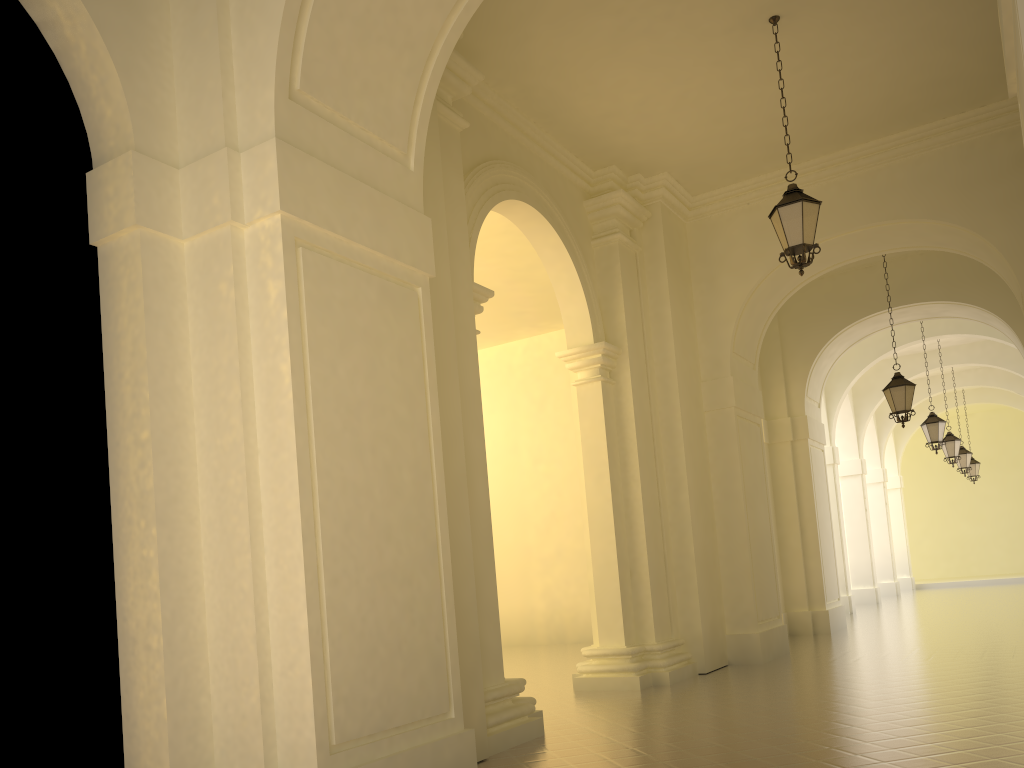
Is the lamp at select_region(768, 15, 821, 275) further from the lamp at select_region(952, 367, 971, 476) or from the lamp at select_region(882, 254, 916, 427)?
the lamp at select_region(952, 367, 971, 476)

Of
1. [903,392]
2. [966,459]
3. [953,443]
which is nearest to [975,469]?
[966,459]

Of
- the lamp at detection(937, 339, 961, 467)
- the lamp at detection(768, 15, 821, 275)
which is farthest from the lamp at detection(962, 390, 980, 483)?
the lamp at detection(768, 15, 821, 275)

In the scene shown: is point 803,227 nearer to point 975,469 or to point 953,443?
point 953,443

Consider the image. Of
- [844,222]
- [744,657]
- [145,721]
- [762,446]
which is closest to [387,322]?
[145,721]

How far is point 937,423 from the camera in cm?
1799

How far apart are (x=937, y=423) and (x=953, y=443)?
3.9m

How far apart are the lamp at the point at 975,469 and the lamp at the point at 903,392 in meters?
16.4

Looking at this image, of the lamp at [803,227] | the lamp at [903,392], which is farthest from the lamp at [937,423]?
the lamp at [803,227]

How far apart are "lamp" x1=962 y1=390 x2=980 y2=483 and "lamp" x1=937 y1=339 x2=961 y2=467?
7.49m
